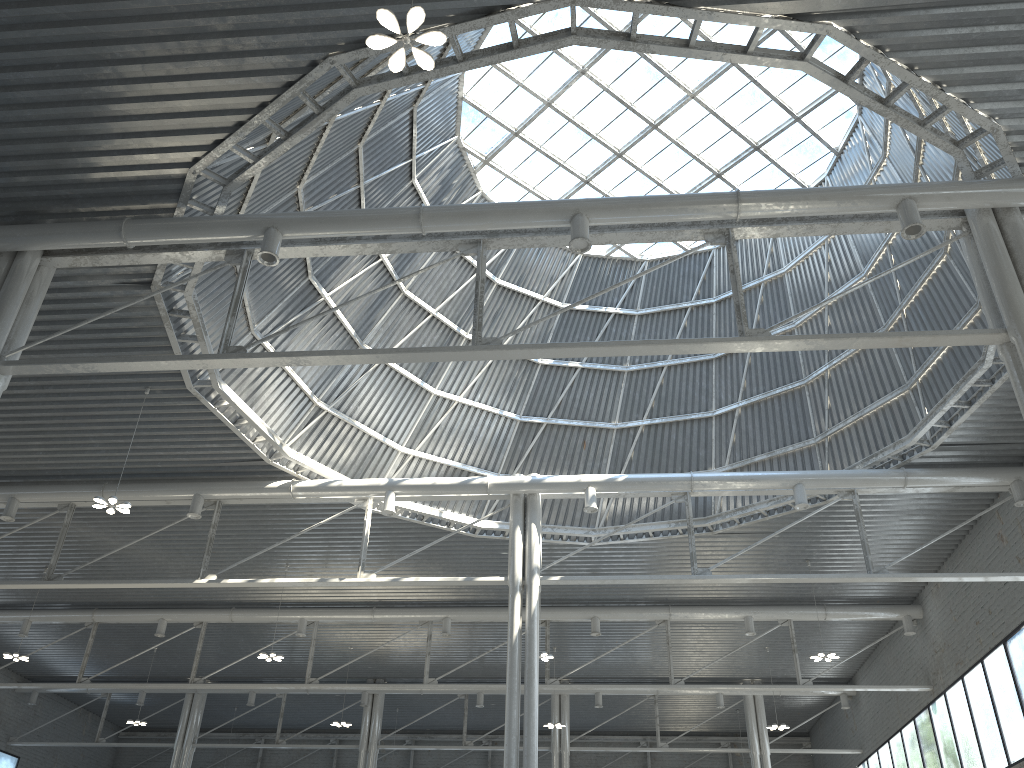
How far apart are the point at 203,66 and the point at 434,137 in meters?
14.1
